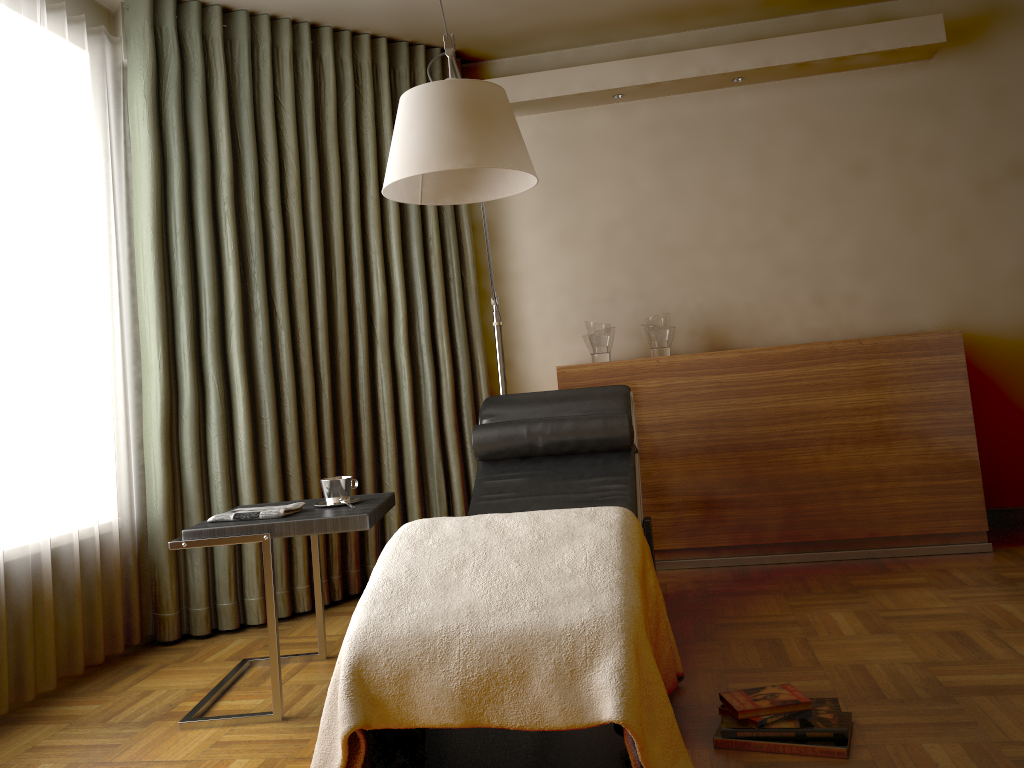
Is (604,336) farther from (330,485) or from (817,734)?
→ (817,734)

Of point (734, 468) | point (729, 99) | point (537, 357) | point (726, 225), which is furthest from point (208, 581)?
point (729, 99)

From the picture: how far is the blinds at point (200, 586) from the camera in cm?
335

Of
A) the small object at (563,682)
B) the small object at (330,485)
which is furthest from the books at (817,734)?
the small object at (330,485)

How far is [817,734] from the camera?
2.0 meters

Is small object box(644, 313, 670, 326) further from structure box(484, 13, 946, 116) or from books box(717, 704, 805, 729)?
books box(717, 704, 805, 729)

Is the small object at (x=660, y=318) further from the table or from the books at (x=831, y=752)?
the books at (x=831, y=752)

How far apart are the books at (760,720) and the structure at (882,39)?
2.90m

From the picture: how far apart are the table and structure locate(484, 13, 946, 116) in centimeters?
211cm

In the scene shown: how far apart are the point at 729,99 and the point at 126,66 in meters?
2.6
